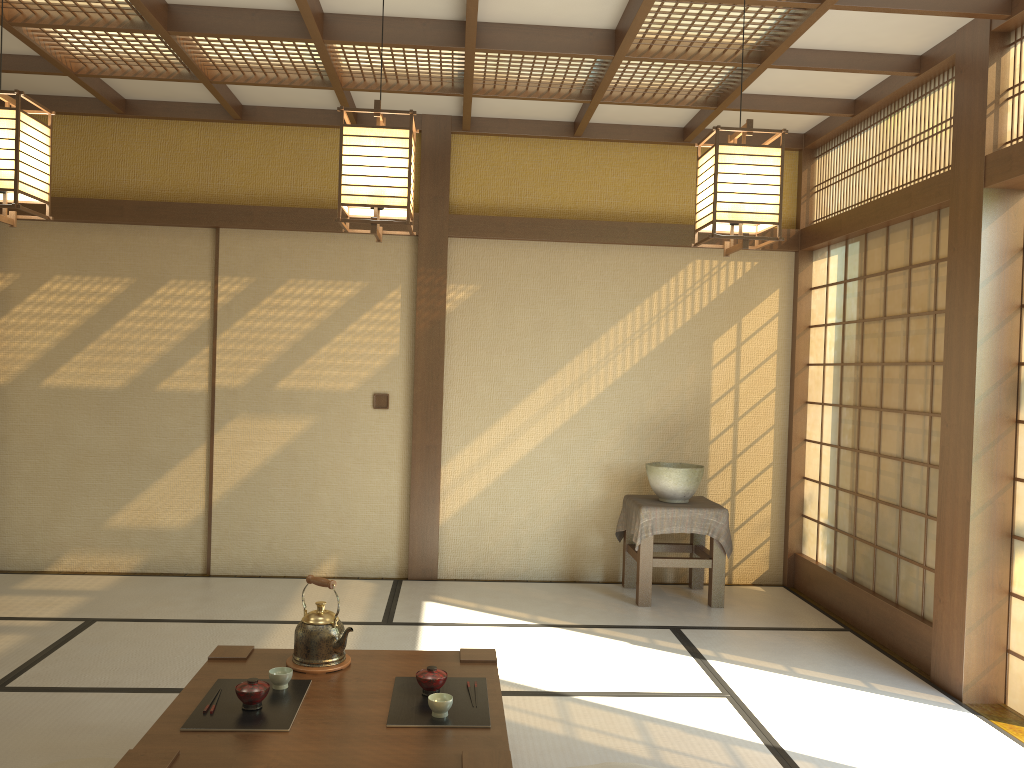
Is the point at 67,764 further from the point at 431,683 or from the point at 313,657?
the point at 431,683

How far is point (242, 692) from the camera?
2.6m

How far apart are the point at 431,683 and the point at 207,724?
0.66m

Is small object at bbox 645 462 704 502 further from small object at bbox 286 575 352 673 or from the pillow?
the pillow

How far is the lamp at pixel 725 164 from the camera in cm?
278

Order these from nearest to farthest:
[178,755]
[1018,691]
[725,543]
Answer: [178,755]
[1018,691]
[725,543]

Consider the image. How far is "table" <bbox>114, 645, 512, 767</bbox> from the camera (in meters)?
2.31

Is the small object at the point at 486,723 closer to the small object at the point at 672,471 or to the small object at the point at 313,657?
the small object at the point at 313,657

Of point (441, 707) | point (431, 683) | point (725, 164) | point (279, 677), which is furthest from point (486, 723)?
point (725, 164)

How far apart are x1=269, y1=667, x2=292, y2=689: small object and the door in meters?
3.0 m
